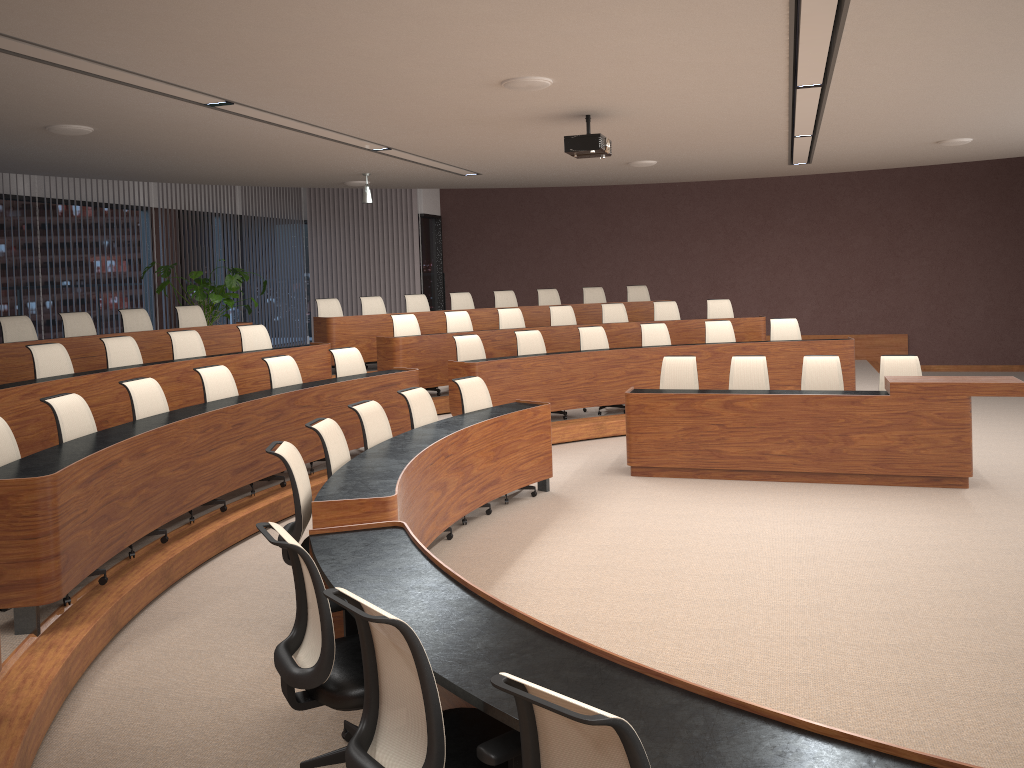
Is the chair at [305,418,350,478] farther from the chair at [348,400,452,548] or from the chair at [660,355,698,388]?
the chair at [660,355,698,388]

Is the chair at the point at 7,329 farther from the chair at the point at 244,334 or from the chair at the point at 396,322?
the chair at the point at 396,322

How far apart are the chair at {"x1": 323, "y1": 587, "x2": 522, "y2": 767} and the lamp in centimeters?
855cm

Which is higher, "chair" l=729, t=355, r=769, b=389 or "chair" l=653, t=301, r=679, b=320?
"chair" l=653, t=301, r=679, b=320

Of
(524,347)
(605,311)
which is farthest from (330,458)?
(605,311)

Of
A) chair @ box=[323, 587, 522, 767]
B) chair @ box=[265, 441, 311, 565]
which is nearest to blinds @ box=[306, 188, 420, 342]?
chair @ box=[265, 441, 311, 565]

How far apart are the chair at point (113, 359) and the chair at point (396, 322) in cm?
317

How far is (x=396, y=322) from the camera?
10.4m

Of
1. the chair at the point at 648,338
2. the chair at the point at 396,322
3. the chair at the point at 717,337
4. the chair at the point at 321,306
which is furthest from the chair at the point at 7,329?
the chair at the point at 717,337

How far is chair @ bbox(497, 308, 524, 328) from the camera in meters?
11.2
